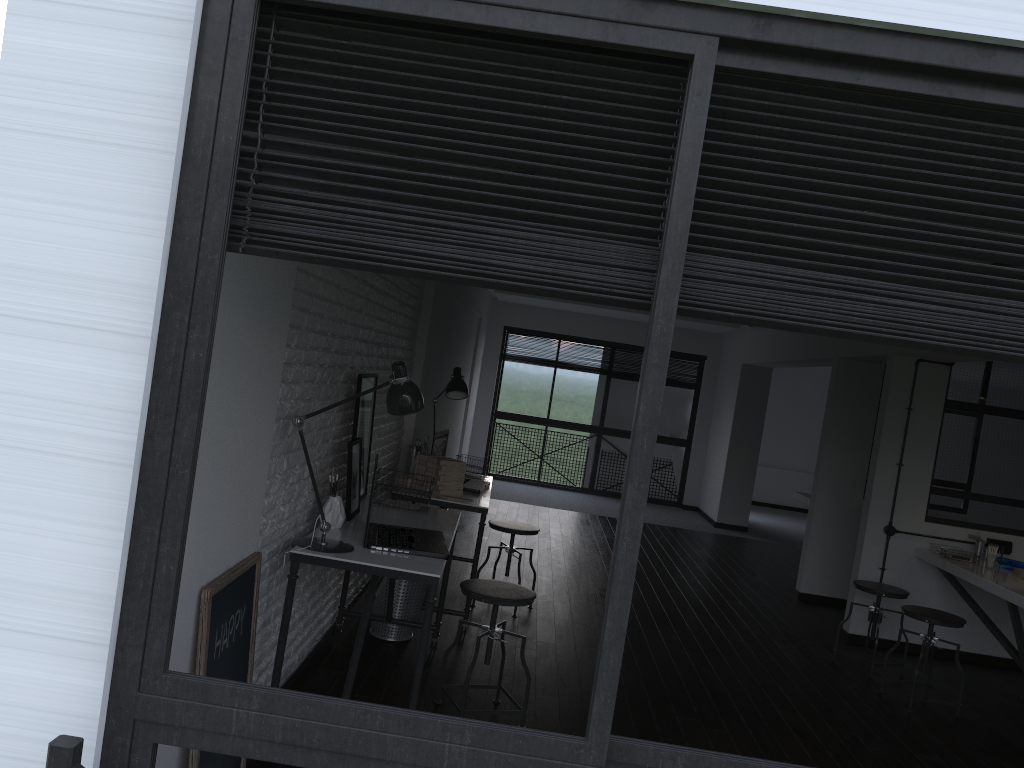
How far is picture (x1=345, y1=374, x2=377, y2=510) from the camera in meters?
3.9 m

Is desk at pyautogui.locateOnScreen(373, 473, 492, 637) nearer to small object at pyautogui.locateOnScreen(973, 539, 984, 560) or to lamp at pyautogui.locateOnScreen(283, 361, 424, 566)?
lamp at pyautogui.locateOnScreen(283, 361, 424, 566)

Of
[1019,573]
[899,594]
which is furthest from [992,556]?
[899,594]

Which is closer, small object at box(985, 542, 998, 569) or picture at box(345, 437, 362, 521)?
picture at box(345, 437, 362, 521)

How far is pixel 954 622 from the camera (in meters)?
4.63

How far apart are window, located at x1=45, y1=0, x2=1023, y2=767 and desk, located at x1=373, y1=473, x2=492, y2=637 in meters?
3.3 m

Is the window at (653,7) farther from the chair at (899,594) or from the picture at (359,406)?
the chair at (899,594)

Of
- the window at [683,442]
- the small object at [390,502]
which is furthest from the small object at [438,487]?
the window at [683,442]

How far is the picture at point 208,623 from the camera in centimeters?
229cm

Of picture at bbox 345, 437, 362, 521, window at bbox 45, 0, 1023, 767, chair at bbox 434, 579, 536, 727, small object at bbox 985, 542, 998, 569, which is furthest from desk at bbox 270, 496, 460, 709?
small object at bbox 985, 542, 998, 569
